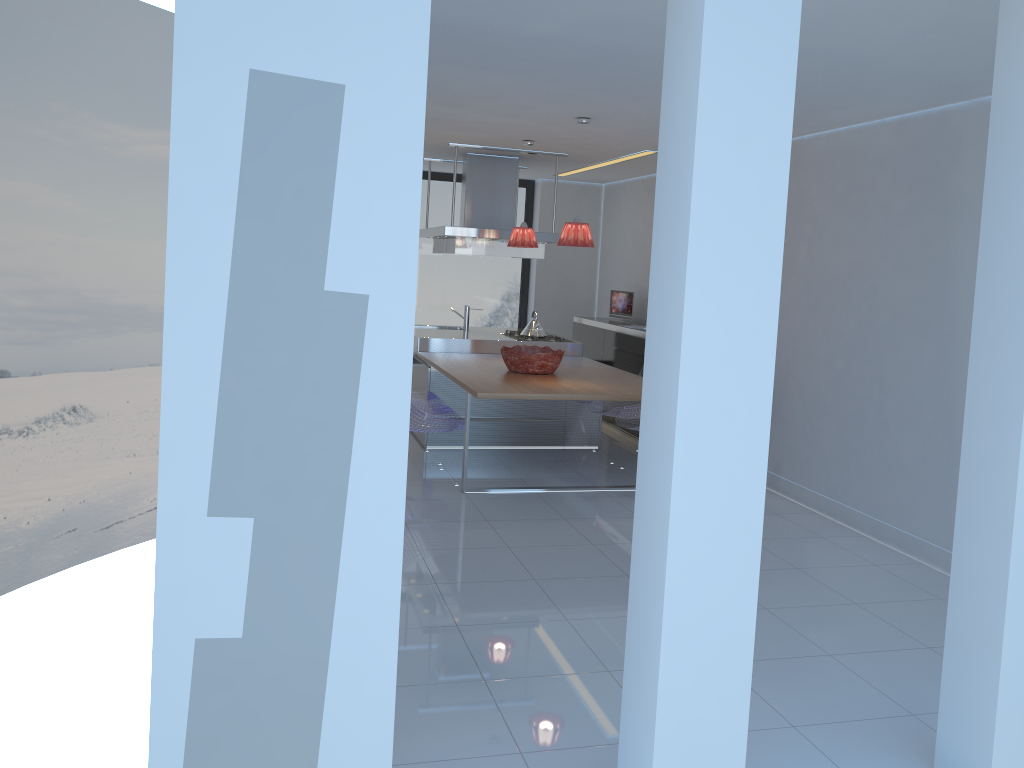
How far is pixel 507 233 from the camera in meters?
7.6

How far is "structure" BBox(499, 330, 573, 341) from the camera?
8.00m

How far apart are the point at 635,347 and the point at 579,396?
2.5 meters

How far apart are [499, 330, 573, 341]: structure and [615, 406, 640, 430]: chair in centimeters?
144cm

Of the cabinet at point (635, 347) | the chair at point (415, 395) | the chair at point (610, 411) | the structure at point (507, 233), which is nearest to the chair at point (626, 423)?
the chair at point (610, 411)

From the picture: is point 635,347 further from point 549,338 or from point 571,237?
point 571,237

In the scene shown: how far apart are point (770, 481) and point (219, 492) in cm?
512

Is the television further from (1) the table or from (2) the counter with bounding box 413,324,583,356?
(1) the table

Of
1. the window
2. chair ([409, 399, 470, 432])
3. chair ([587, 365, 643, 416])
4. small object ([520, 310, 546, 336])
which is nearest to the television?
small object ([520, 310, 546, 336])

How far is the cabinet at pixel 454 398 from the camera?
7.1 meters
